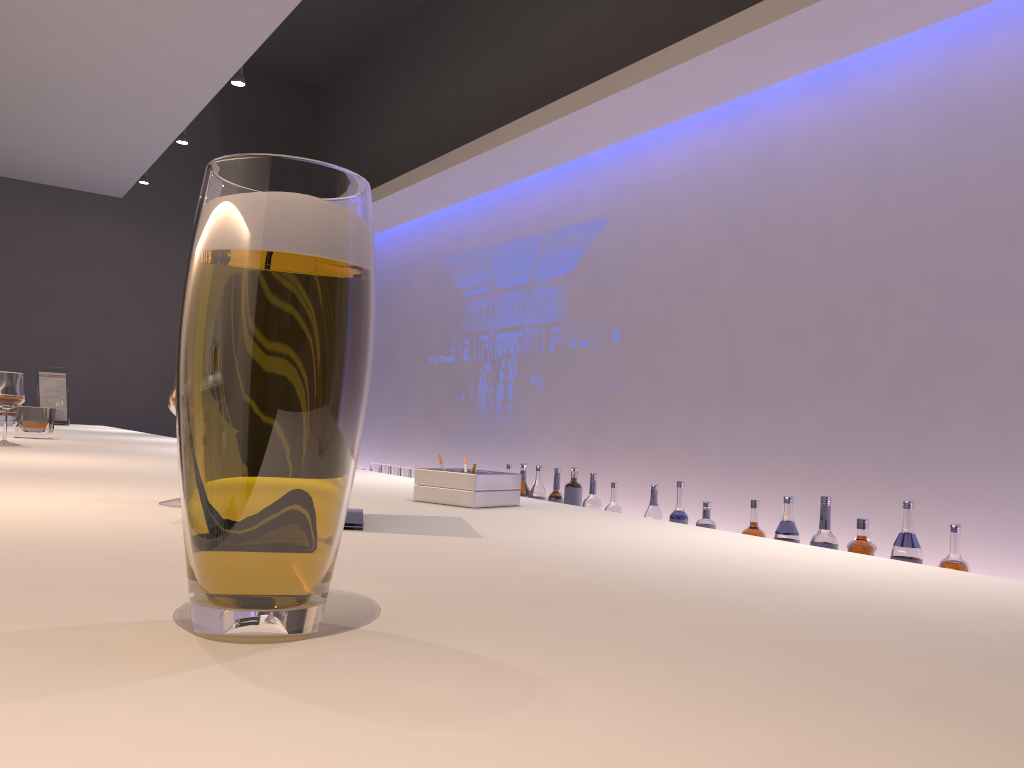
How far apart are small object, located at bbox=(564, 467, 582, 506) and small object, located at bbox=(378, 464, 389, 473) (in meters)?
1.79

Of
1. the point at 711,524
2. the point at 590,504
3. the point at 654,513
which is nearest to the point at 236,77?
the point at 590,504

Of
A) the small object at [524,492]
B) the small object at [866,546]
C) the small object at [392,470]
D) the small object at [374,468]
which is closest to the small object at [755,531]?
the small object at [866,546]

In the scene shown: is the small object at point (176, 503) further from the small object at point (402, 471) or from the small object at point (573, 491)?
the small object at point (402, 471)

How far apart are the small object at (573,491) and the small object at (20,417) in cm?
189

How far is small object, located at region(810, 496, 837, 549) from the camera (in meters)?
2.54

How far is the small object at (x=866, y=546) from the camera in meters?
2.4 m

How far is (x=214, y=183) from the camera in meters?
0.5 m

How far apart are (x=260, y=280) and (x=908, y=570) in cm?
74

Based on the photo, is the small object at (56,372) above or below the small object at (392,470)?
above
